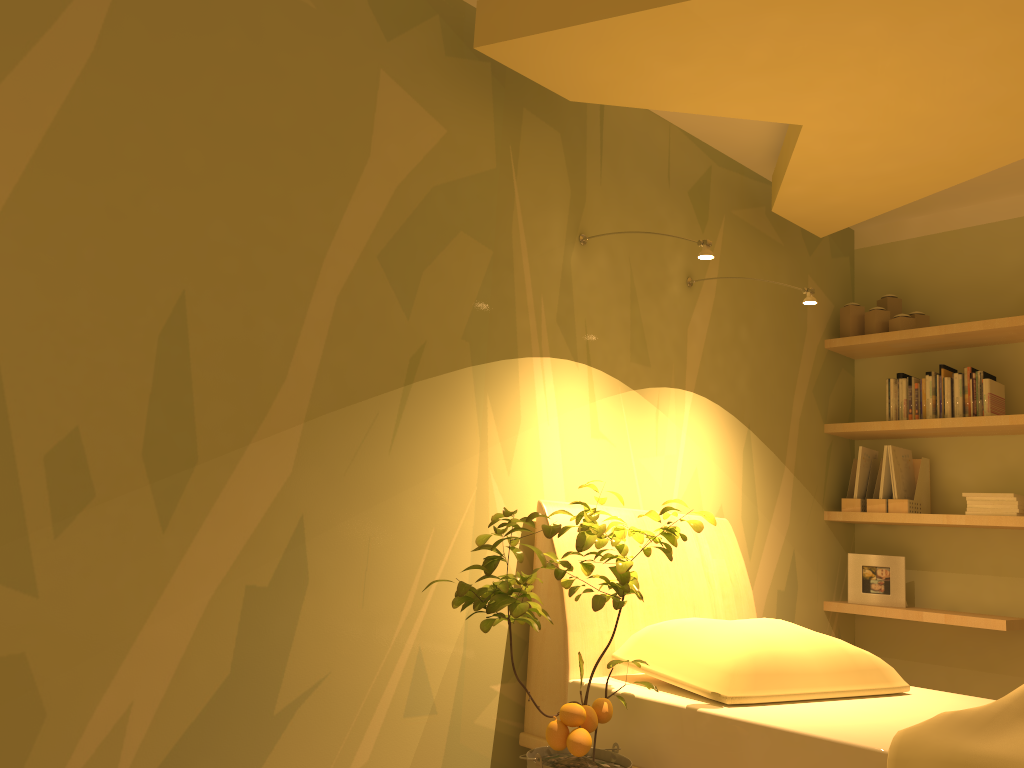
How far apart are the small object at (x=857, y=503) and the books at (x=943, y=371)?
0.5m

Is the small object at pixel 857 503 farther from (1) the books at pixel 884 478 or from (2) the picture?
(2) the picture

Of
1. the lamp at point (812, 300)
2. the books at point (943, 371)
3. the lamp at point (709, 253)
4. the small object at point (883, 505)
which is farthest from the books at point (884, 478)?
the lamp at point (709, 253)

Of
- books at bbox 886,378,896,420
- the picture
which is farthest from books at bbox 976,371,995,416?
the picture

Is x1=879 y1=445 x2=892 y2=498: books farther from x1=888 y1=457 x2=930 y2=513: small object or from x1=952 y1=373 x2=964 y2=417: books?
x1=952 y1=373 x2=964 y2=417: books

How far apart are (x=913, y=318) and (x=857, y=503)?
0.86m

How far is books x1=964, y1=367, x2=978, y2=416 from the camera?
3.74m

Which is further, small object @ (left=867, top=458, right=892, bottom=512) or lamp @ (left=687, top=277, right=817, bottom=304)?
small object @ (left=867, top=458, right=892, bottom=512)

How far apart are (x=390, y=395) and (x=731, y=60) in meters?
1.4

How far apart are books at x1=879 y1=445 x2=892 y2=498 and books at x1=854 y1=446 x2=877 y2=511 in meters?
0.1
